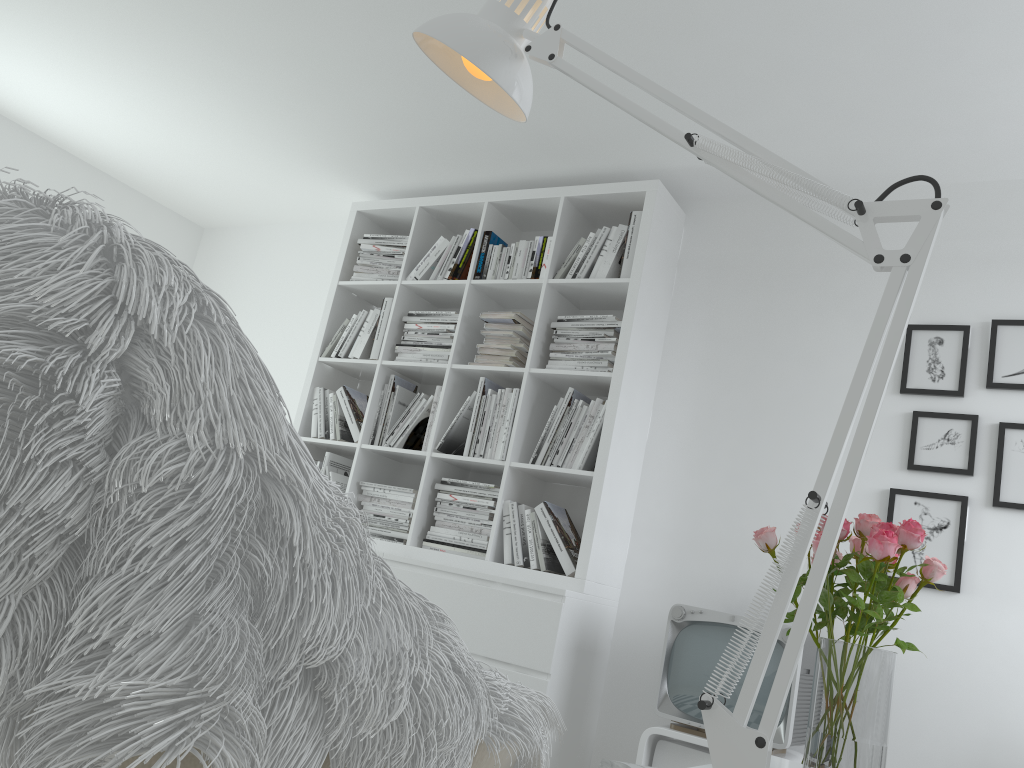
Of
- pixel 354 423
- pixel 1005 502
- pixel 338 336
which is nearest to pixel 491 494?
pixel 354 423

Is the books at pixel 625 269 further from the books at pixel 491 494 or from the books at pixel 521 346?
the books at pixel 491 494

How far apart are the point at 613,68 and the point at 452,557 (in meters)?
2.79

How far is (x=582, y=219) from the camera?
3.78m

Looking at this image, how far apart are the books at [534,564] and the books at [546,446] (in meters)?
0.25

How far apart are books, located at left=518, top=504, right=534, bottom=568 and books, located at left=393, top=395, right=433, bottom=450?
0.7m

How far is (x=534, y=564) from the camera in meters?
3.2

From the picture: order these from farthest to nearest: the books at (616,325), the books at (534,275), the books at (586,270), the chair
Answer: the books at (534,275) → the books at (586,270) → the books at (616,325) → the chair

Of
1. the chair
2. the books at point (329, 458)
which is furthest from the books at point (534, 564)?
the chair

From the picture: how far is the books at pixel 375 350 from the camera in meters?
3.9 m
